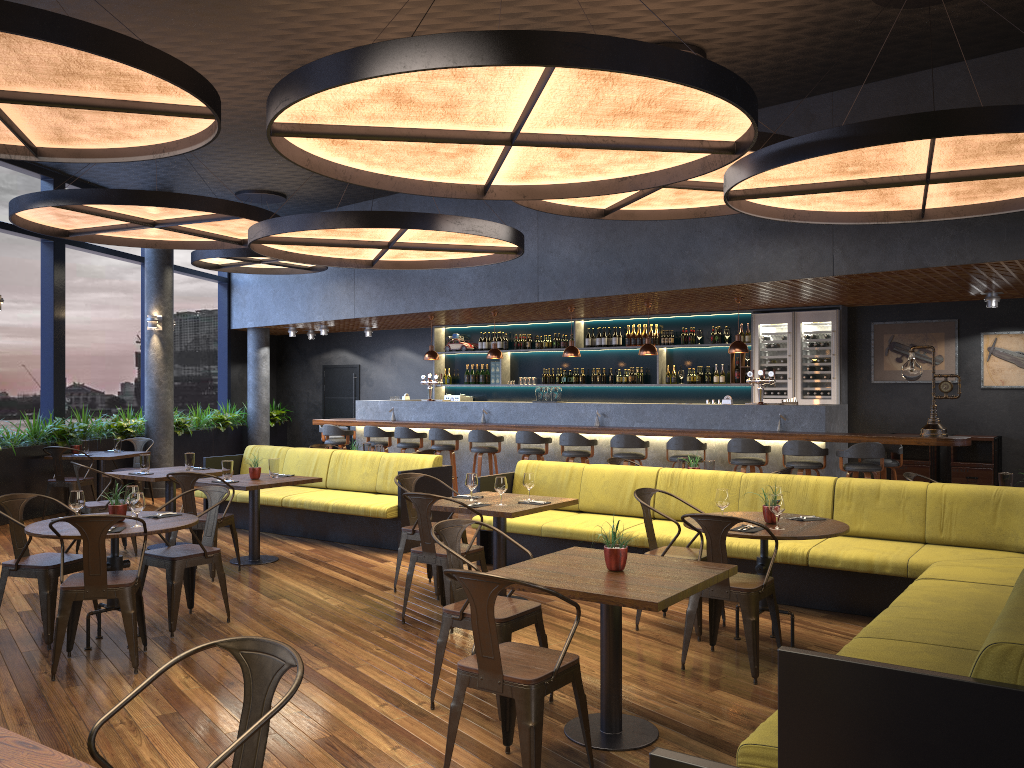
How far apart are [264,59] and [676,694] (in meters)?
6.27

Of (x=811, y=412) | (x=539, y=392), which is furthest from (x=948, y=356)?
(x=539, y=392)

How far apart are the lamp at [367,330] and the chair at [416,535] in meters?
9.2

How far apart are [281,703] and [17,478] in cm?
1005

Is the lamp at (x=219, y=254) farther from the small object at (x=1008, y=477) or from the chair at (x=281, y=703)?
the chair at (x=281, y=703)

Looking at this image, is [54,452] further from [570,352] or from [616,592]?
[616,592]

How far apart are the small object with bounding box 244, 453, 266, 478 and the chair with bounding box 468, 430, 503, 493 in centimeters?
403cm

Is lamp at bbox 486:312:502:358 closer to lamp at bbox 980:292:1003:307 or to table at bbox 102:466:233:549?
table at bbox 102:466:233:549

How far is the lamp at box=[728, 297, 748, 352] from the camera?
10.7 meters

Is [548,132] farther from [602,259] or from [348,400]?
[348,400]
